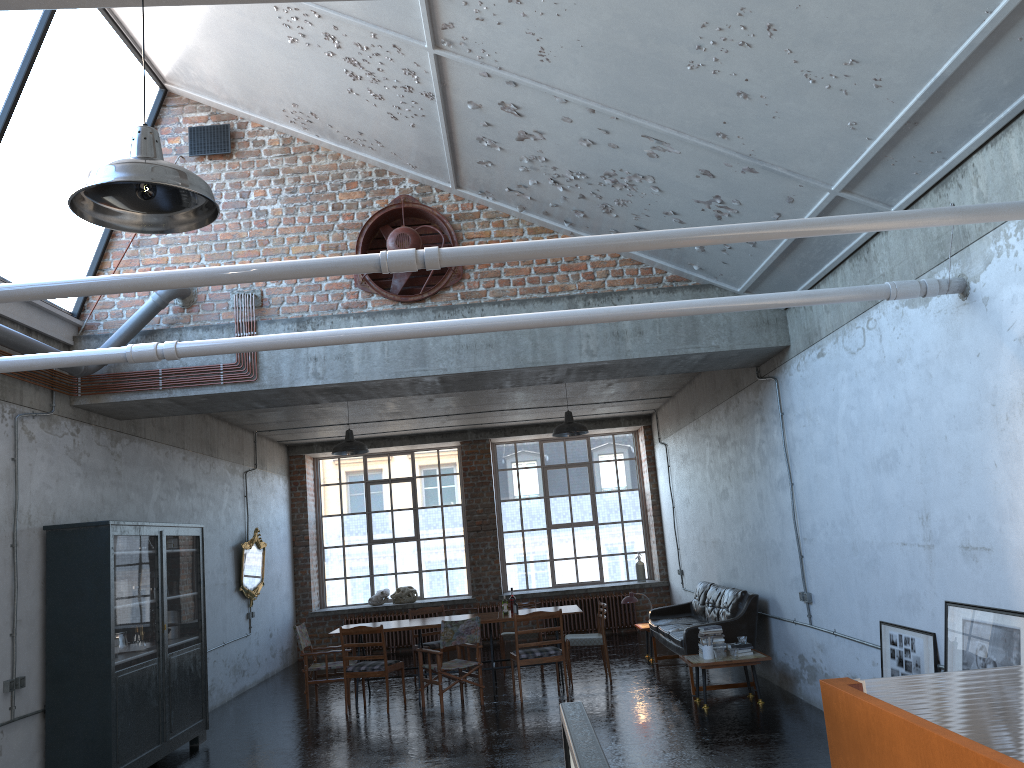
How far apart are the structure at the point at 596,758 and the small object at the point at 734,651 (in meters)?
5.03

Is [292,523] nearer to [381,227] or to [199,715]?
[199,715]

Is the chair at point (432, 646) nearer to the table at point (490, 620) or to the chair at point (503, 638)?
the table at point (490, 620)

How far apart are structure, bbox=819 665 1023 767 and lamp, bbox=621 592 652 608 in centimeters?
820cm

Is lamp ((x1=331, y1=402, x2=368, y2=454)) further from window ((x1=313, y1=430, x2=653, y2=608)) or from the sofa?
window ((x1=313, y1=430, x2=653, y2=608))

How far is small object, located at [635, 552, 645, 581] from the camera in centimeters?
1647cm

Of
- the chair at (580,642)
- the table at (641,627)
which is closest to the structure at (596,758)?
the chair at (580,642)

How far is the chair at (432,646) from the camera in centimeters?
1196cm

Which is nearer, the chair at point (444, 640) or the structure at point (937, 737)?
the structure at point (937, 737)

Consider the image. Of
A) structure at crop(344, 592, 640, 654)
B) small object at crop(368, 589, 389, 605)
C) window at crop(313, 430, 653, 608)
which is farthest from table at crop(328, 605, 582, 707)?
window at crop(313, 430, 653, 608)
